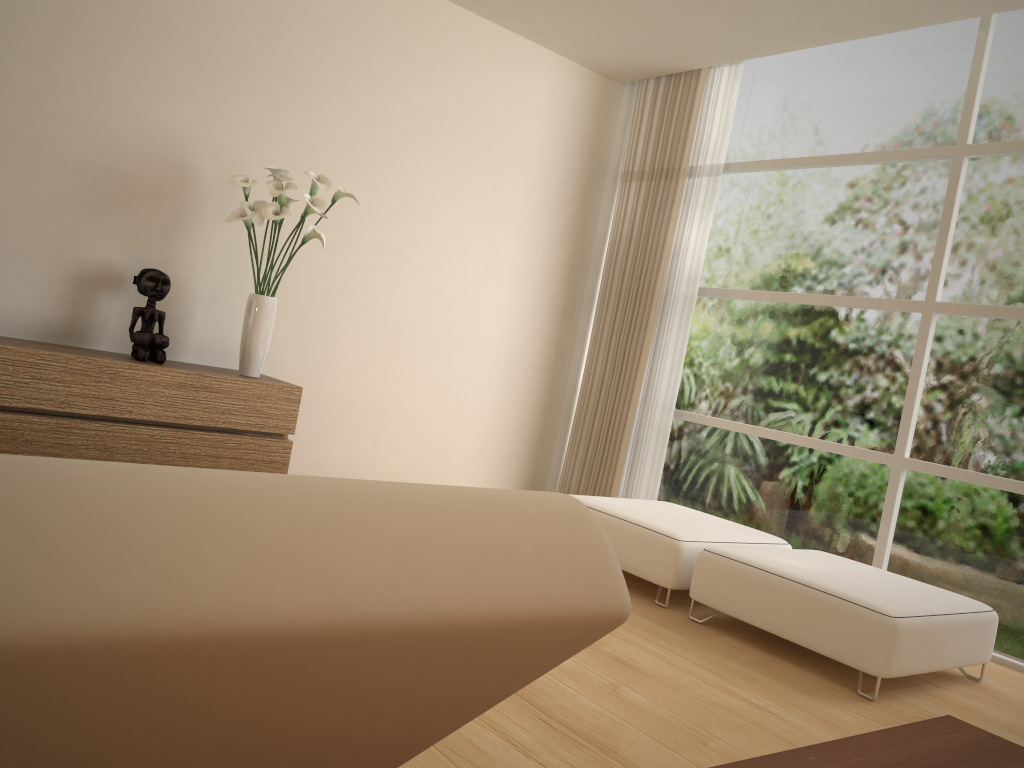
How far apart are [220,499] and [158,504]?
0.0 meters

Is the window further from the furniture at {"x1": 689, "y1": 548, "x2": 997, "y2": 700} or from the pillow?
the pillow

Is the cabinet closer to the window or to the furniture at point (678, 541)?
the furniture at point (678, 541)

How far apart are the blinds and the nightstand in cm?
435

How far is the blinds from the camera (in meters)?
5.86

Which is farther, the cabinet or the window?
the window

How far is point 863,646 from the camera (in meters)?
3.30

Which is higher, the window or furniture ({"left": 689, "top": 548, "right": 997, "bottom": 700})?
the window

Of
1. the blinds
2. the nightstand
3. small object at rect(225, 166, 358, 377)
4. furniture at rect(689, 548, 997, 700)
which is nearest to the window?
the blinds

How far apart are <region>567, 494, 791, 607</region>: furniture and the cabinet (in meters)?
1.55
